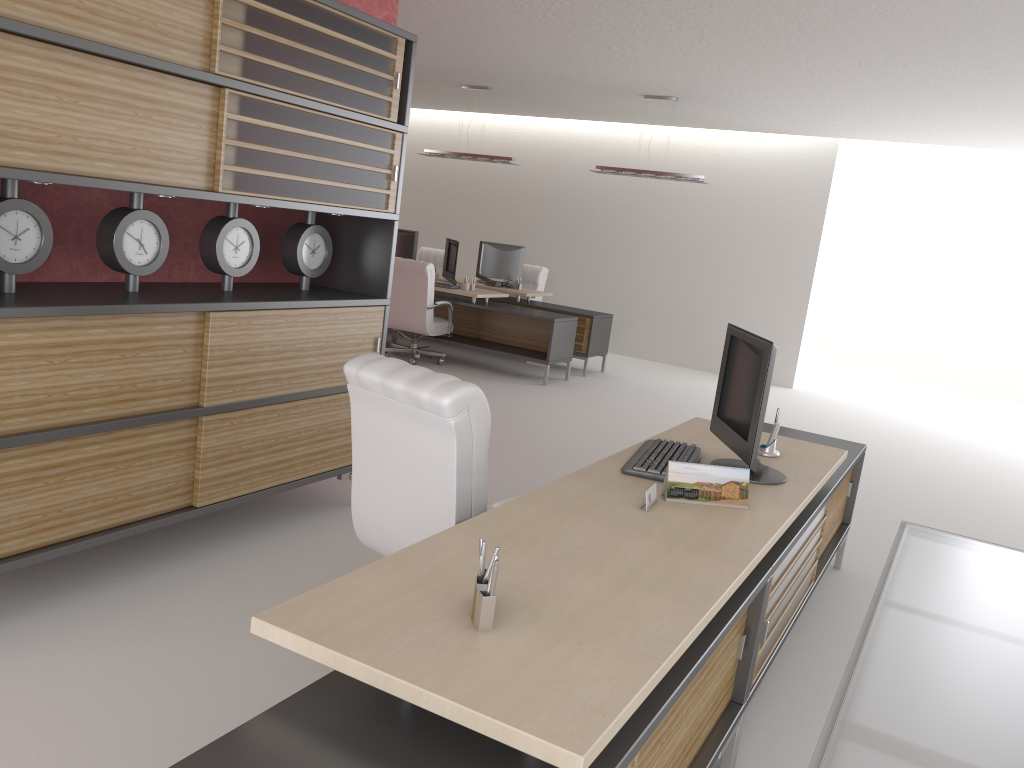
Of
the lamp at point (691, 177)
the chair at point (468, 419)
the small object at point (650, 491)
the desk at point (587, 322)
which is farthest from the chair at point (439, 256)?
the small object at point (650, 491)

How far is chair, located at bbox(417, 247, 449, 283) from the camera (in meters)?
18.59

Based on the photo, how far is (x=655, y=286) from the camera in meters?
17.8 m

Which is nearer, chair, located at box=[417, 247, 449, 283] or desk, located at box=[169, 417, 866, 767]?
desk, located at box=[169, 417, 866, 767]

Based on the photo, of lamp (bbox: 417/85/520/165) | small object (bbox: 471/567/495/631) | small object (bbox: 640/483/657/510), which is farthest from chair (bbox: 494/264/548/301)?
small object (bbox: 471/567/495/631)

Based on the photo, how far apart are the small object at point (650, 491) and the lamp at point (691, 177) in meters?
10.2 m

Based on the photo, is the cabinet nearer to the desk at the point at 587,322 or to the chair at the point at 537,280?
the desk at the point at 587,322

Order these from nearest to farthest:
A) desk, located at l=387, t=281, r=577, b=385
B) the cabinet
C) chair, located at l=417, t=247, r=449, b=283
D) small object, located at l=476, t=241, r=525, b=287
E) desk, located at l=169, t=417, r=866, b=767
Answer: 1. desk, located at l=169, t=417, r=866, b=767
2. the cabinet
3. desk, located at l=387, t=281, r=577, b=385
4. small object, located at l=476, t=241, r=525, b=287
5. chair, located at l=417, t=247, r=449, b=283

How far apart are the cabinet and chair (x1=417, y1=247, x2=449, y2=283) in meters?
11.4

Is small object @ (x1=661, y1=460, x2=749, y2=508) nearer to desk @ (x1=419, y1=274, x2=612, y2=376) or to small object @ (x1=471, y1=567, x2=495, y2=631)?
small object @ (x1=471, y1=567, x2=495, y2=631)
